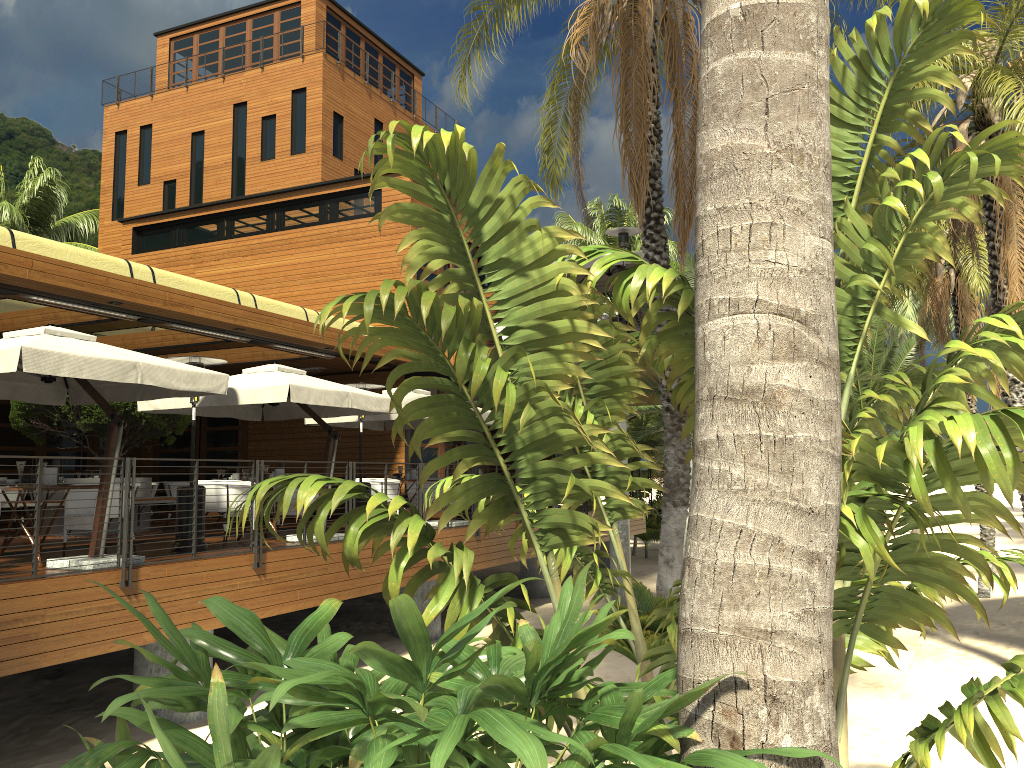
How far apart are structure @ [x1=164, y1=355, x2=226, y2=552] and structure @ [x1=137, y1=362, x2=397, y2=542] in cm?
41

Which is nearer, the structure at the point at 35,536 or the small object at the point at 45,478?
the structure at the point at 35,536

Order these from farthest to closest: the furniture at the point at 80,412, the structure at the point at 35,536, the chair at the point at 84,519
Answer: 1. the furniture at the point at 80,412
2. the chair at the point at 84,519
3. the structure at the point at 35,536

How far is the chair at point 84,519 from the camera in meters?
9.0 m

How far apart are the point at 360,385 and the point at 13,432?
8.8m

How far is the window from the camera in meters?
17.6

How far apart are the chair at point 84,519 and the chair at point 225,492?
1.5m

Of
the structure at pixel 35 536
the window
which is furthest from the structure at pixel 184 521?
the window

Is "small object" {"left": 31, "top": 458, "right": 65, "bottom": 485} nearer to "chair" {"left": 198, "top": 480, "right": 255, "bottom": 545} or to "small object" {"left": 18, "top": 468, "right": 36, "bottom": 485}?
"small object" {"left": 18, "top": 468, "right": 36, "bottom": 485}

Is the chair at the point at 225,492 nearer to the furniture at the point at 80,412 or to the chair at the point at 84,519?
the chair at the point at 84,519
